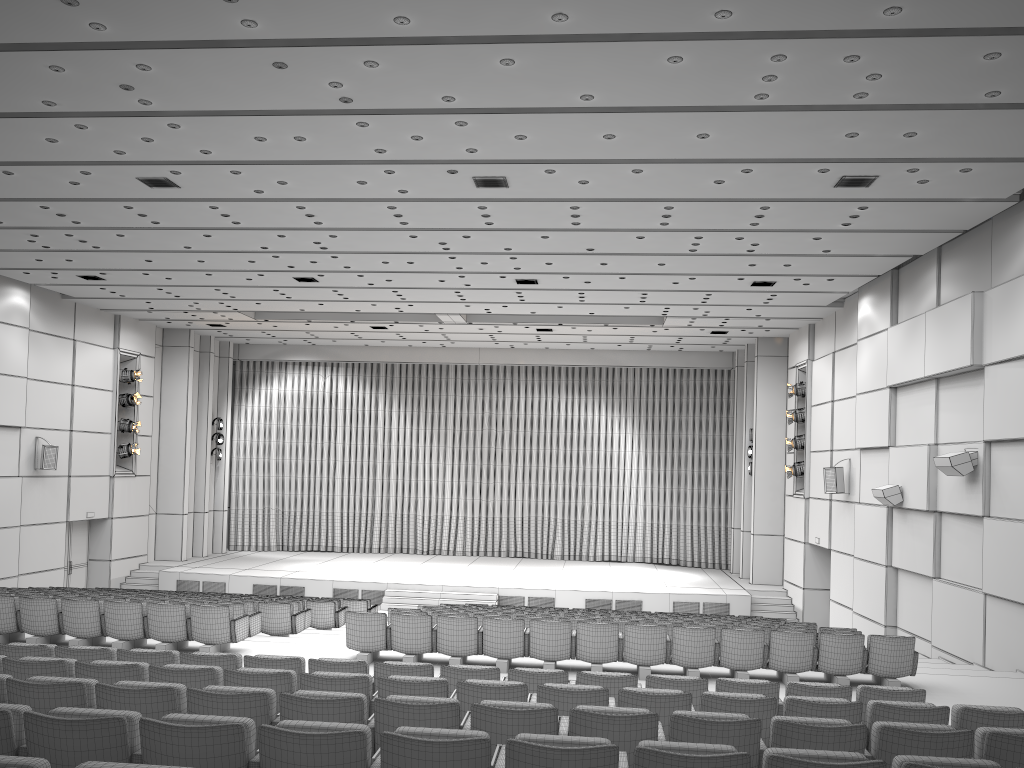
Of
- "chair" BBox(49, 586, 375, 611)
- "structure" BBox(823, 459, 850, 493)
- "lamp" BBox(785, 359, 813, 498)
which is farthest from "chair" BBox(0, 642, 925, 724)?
"lamp" BBox(785, 359, 813, 498)

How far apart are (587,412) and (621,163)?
18.1 meters

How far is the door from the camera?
21.7m

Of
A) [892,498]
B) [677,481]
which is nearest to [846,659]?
[892,498]

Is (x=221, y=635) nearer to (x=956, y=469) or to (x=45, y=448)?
(x=956, y=469)

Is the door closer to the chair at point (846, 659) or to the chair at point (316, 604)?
the chair at point (316, 604)

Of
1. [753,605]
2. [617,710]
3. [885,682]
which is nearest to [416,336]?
[753,605]

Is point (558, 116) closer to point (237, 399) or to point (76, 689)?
point (76, 689)

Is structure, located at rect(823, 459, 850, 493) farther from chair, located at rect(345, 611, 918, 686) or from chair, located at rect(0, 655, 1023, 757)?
chair, located at rect(0, 655, 1023, 757)

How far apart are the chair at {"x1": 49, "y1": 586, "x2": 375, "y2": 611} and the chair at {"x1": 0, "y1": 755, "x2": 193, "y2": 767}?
14.3 meters
